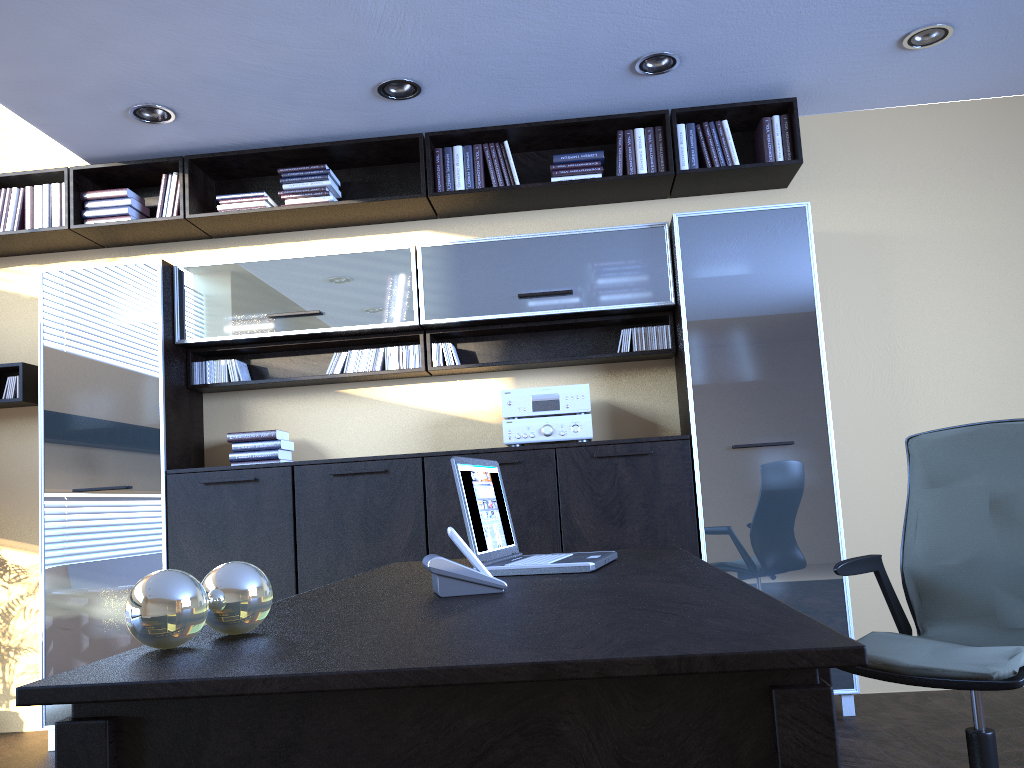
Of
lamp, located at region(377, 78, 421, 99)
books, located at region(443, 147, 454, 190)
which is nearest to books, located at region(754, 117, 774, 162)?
books, located at region(443, 147, 454, 190)

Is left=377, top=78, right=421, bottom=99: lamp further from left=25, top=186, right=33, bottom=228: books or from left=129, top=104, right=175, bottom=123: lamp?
left=25, top=186, right=33, bottom=228: books

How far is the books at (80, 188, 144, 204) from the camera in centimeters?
475cm

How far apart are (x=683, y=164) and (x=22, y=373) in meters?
3.7 m

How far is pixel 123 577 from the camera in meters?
4.3 m

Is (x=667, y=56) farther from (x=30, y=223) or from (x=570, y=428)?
(x=30, y=223)

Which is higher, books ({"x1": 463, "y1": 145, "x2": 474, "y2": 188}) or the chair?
books ({"x1": 463, "y1": 145, "x2": 474, "y2": 188})

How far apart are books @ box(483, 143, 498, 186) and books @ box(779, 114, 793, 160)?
1.5 meters

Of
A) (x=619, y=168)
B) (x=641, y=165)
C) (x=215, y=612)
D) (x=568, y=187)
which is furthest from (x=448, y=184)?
(x=215, y=612)

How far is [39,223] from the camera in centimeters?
476cm
